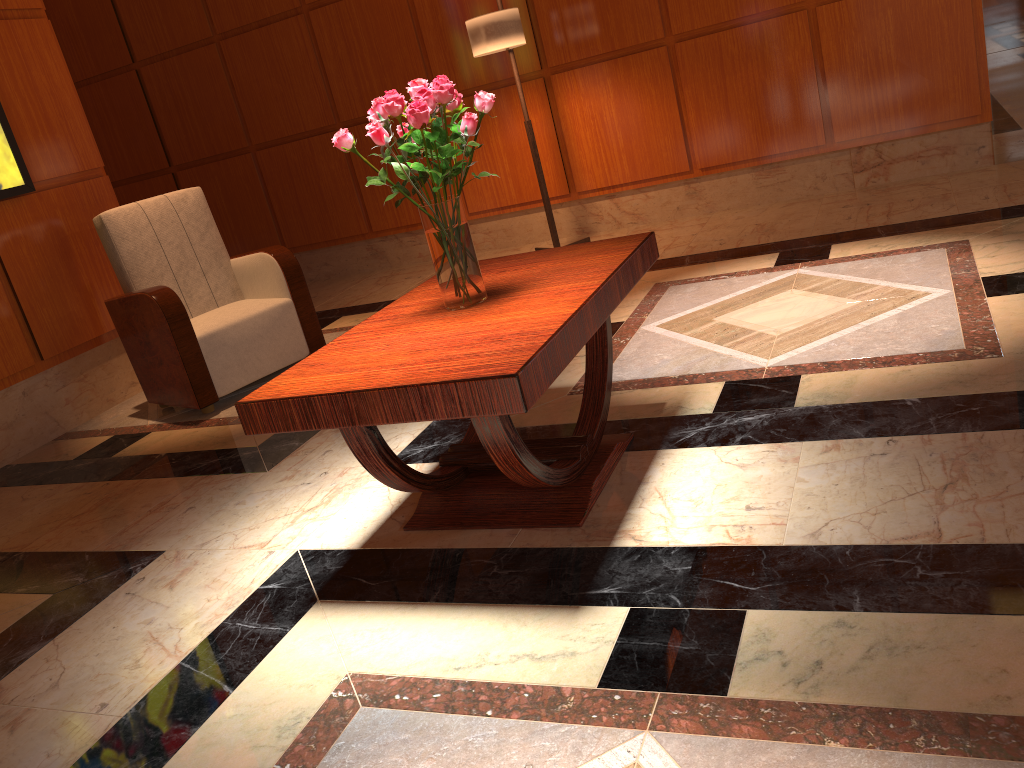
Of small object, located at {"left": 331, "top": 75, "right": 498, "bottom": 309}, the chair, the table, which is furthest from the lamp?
small object, located at {"left": 331, "top": 75, "right": 498, "bottom": 309}

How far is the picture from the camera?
4.04m

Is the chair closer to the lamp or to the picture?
the picture

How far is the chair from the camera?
3.9 meters

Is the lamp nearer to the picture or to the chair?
the chair

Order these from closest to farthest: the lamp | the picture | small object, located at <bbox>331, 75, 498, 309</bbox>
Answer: small object, located at <bbox>331, 75, 498, 309</bbox> < the picture < the lamp

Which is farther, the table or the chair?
the chair

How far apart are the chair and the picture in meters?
0.4

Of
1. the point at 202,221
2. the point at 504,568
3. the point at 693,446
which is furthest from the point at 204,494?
the point at 202,221

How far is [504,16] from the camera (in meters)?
4.67
